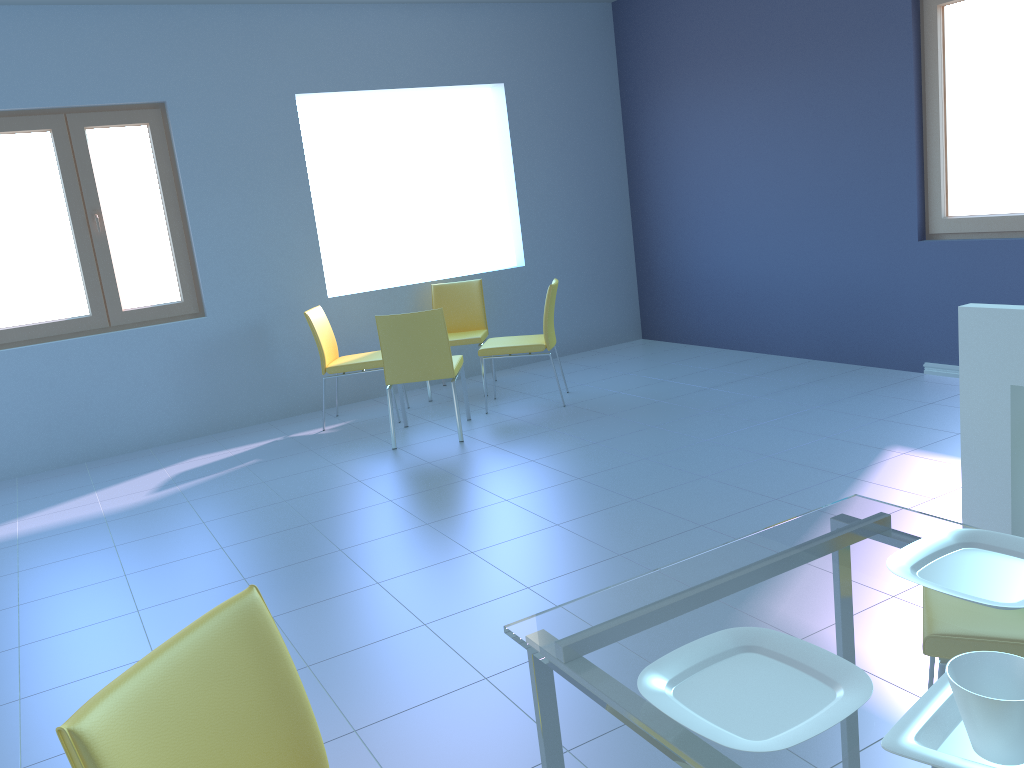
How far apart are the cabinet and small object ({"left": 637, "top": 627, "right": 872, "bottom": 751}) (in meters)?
1.30

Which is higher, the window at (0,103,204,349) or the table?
the window at (0,103,204,349)

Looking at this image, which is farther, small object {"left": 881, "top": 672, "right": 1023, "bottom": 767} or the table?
the table

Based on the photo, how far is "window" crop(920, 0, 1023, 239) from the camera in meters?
4.4 m

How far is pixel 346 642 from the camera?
2.5m

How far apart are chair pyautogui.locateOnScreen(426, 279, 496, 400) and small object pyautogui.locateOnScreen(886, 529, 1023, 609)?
4.3m

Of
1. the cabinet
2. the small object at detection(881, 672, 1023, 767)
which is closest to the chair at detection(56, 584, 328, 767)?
the small object at detection(881, 672, 1023, 767)

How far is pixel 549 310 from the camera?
4.98m

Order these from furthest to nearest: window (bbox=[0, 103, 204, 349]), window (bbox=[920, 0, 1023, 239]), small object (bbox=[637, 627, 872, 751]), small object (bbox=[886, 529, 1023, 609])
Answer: window (bbox=[0, 103, 204, 349]), window (bbox=[920, 0, 1023, 239]), small object (bbox=[886, 529, 1023, 609]), small object (bbox=[637, 627, 872, 751])

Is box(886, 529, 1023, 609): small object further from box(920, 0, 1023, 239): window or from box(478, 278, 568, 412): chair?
box(478, 278, 568, 412): chair
